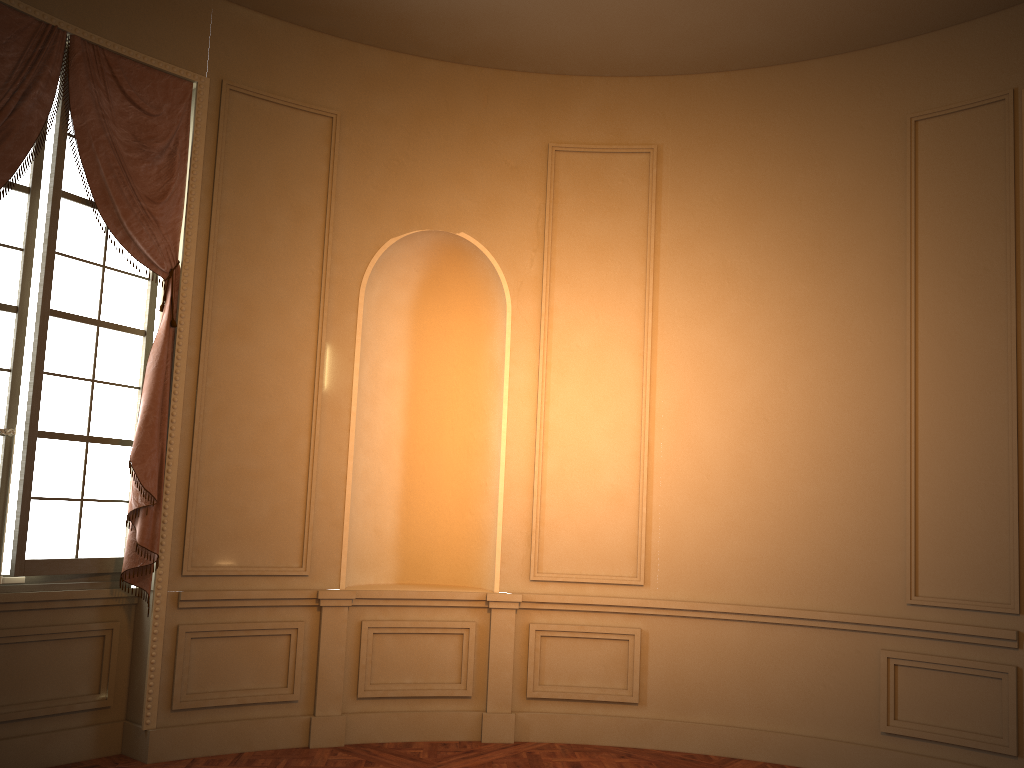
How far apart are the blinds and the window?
0.06m

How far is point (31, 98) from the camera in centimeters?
433cm

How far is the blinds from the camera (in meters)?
4.33

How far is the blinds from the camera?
4.3 meters

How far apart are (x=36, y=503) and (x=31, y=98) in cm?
200

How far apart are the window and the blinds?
0.1 meters

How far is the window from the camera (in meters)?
4.43
